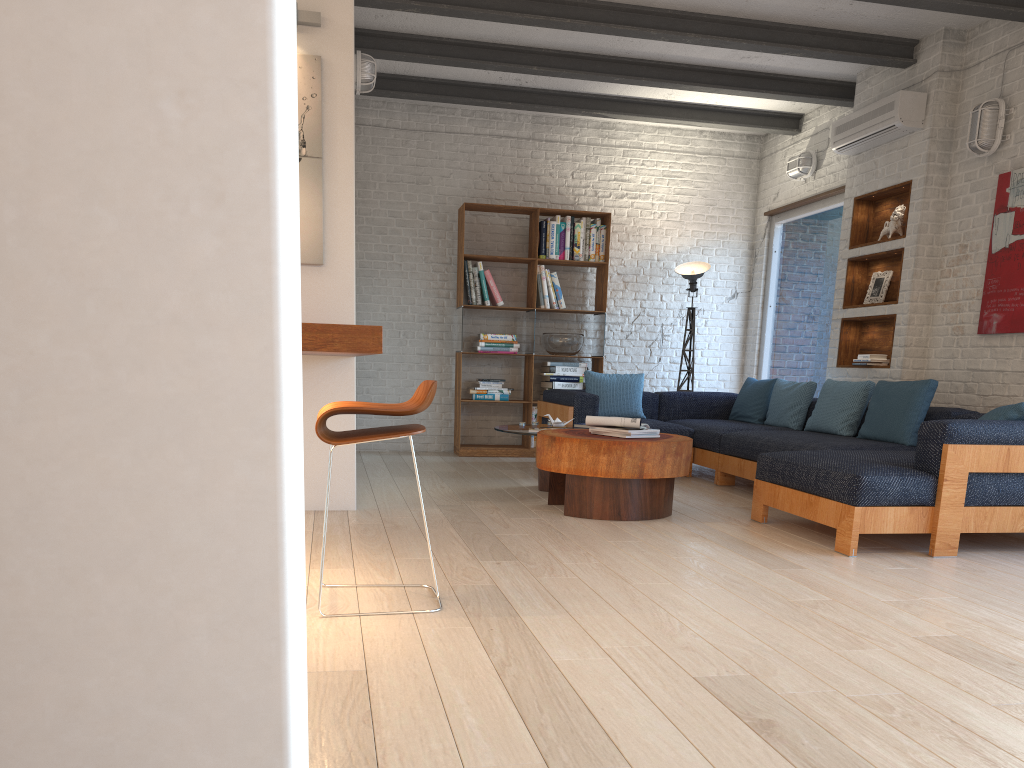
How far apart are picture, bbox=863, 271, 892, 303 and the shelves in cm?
5

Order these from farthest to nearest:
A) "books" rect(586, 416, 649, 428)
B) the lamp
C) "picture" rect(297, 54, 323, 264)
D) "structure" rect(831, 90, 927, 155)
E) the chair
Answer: the lamp → "structure" rect(831, 90, 927, 155) → "books" rect(586, 416, 649, 428) → "picture" rect(297, 54, 323, 264) → the chair

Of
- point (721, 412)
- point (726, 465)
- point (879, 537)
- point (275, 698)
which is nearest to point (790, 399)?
point (726, 465)

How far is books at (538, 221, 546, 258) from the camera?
8.09m

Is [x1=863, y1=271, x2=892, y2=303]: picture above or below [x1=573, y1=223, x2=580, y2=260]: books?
below

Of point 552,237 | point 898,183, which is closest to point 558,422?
point 552,237

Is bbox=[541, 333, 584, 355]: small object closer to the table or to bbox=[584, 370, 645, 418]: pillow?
bbox=[584, 370, 645, 418]: pillow

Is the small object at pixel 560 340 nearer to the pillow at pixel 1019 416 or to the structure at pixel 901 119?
the structure at pixel 901 119

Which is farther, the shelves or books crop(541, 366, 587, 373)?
books crop(541, 366, 587, 373)

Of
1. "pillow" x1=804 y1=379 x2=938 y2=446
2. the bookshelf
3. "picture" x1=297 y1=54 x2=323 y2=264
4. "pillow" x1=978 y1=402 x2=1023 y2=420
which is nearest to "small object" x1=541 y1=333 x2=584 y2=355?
the bookshelf
